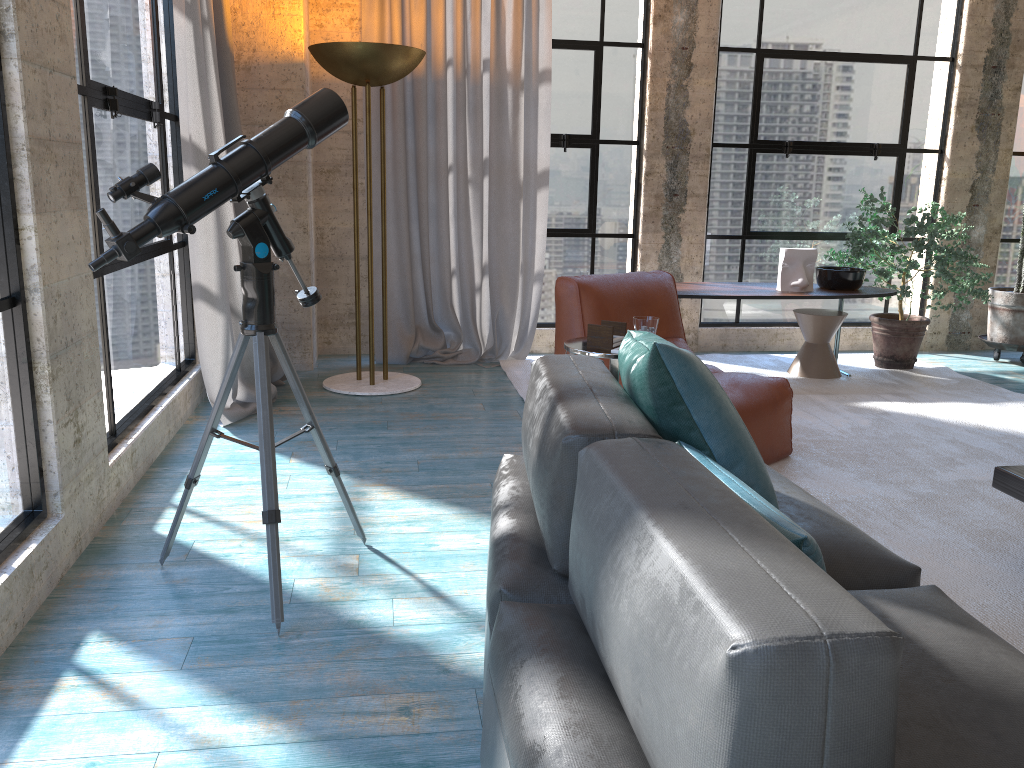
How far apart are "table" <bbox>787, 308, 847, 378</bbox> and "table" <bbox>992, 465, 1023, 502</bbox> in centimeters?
273cm

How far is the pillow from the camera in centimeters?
173cm

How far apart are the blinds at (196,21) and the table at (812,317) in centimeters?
312cm

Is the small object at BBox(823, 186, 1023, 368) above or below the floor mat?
above

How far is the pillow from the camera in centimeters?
173cm

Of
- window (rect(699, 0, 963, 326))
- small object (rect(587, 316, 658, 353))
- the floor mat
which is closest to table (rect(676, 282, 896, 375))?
the floor mat

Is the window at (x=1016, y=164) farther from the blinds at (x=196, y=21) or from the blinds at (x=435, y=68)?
the blinds at (x=196, y=21)

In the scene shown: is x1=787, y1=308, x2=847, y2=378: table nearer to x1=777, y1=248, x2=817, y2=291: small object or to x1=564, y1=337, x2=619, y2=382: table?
x1=777, y1=248, x2=817, y2=291: small object

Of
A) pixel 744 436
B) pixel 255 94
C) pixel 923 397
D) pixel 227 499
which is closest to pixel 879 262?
pixel 923 397

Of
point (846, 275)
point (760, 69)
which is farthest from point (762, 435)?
point (760, 69)
